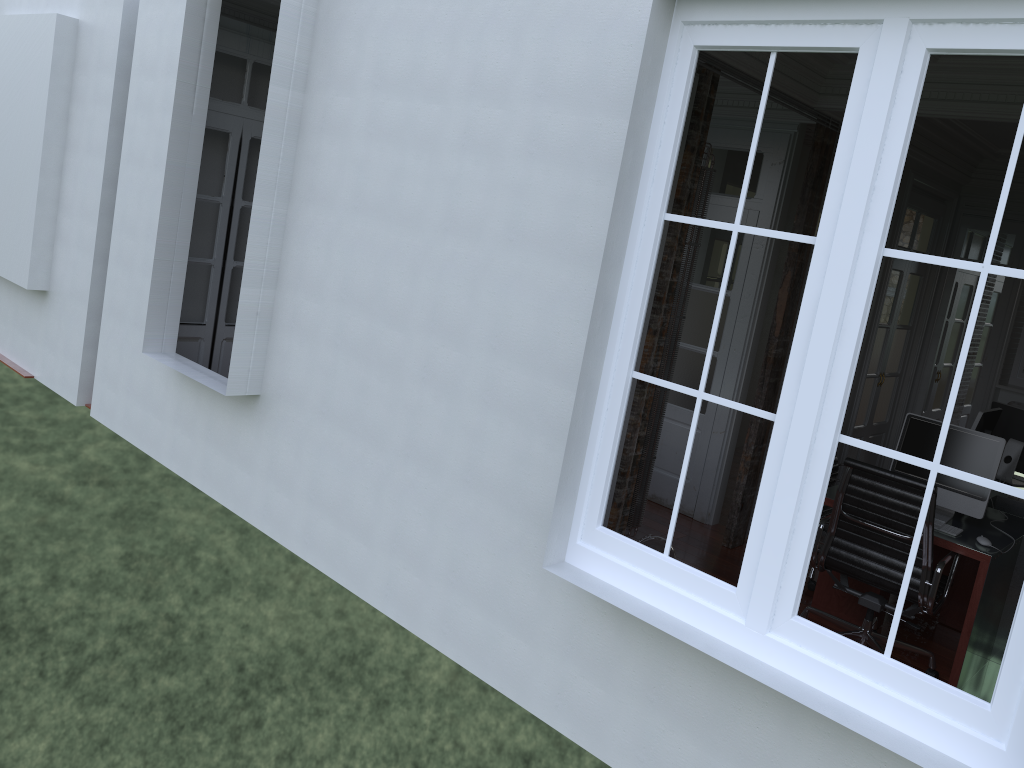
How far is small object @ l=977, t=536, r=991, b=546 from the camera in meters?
4.2 m

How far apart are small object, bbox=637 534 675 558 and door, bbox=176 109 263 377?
3.33m

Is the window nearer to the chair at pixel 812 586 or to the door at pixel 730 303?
the chair at pixel 812 586

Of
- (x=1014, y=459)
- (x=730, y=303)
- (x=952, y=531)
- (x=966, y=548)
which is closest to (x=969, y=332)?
(x=966, y=548)

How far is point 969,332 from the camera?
2.35m

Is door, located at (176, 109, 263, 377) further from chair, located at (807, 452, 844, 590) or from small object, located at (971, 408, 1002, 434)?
small object, located at (971, 408, 1002, 434)

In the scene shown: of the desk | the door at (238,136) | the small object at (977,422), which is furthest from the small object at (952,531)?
the door at (238,136)

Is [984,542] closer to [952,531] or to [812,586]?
[952,531]

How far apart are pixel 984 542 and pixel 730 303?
2.4 meters

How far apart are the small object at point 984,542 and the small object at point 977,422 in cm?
128
